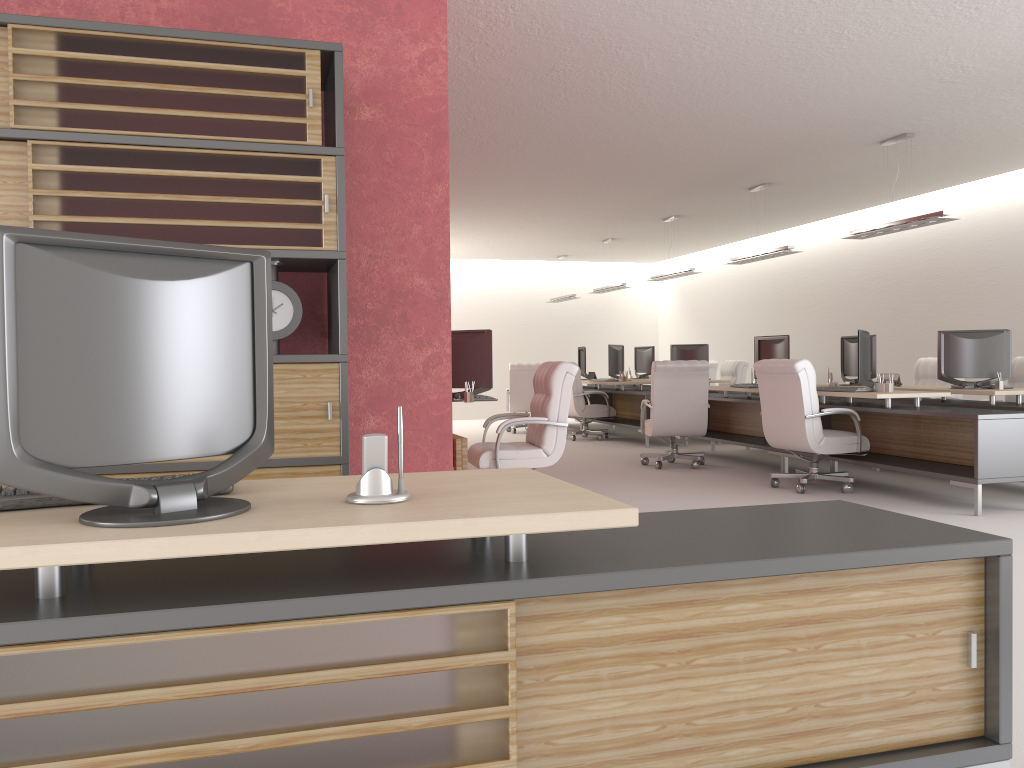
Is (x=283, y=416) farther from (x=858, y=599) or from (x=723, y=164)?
(x=723, y=164)

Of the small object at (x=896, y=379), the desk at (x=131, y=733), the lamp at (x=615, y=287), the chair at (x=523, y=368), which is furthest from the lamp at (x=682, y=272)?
the desk at (x=131, y=733)

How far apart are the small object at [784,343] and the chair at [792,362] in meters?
2.0

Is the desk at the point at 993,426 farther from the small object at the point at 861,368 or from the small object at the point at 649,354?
the small object at the point at 649,354

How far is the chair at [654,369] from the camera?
13.1m

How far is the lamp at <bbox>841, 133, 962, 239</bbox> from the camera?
11.1m

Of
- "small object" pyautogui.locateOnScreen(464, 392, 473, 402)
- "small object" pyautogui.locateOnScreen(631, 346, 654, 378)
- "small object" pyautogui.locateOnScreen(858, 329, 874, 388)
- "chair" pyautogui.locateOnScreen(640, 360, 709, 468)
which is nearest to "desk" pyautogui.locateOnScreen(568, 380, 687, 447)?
"small object" pyautogui.locateOnScreen(631, 346, 654, 378)

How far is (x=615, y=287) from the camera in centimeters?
2052cm

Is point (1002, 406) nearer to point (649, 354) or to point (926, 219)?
point (926, 219)

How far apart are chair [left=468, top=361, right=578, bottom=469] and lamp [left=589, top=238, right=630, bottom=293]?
10.6 meters
